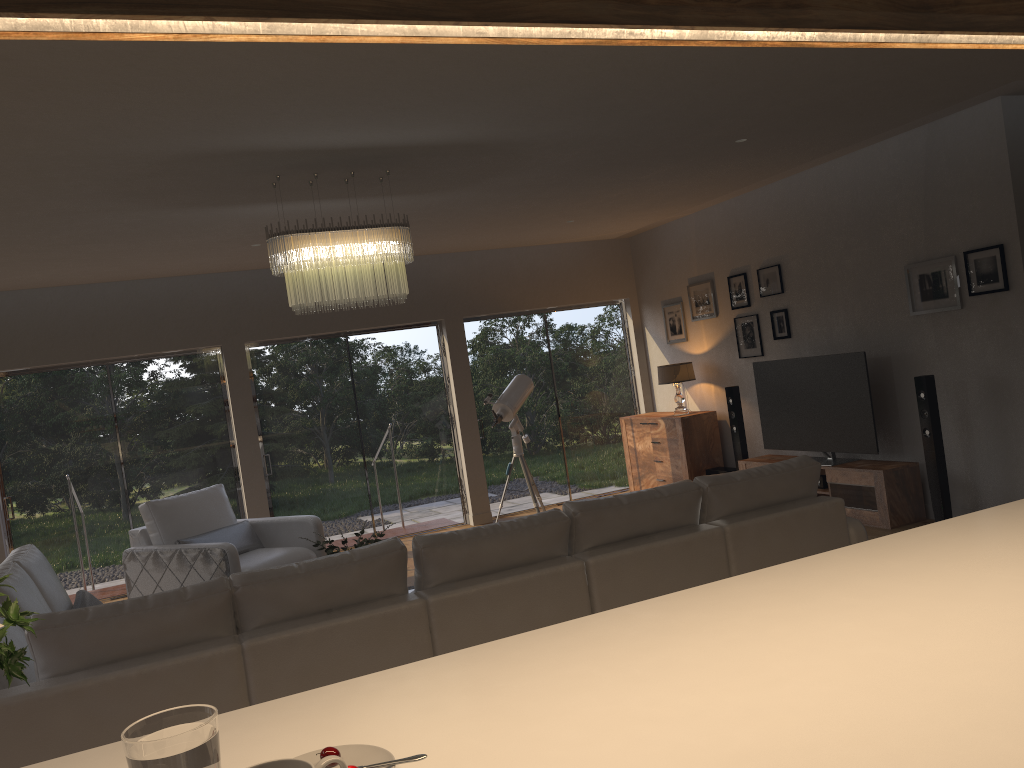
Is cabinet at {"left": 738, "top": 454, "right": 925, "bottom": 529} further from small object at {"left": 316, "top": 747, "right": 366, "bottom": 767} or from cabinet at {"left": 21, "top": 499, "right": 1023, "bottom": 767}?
small object at {"left": 316, "top": 747, "right": 366, "bottom": 767}

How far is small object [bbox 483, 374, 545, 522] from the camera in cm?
807

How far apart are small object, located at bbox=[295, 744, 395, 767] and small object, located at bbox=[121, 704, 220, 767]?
0.25m

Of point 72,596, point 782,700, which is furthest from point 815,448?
point 72,596

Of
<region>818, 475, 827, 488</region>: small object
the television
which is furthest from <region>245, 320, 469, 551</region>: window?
<region>818, 475, 827, 488</region>: small object

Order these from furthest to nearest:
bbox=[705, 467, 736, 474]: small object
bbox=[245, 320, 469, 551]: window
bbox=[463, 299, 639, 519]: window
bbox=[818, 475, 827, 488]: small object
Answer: bbox=[463, 299, 639, 519]: window → bbox=[245, 320, 469, 551]: window → bbox=[705, 467, 736, 474]: small object → bbox=[818, 475, 827, 488]: small object

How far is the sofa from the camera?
2.8m

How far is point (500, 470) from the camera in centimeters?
935cm

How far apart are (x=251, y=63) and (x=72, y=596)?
6.3m

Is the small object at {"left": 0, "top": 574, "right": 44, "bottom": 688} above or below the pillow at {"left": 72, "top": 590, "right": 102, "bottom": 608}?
above
